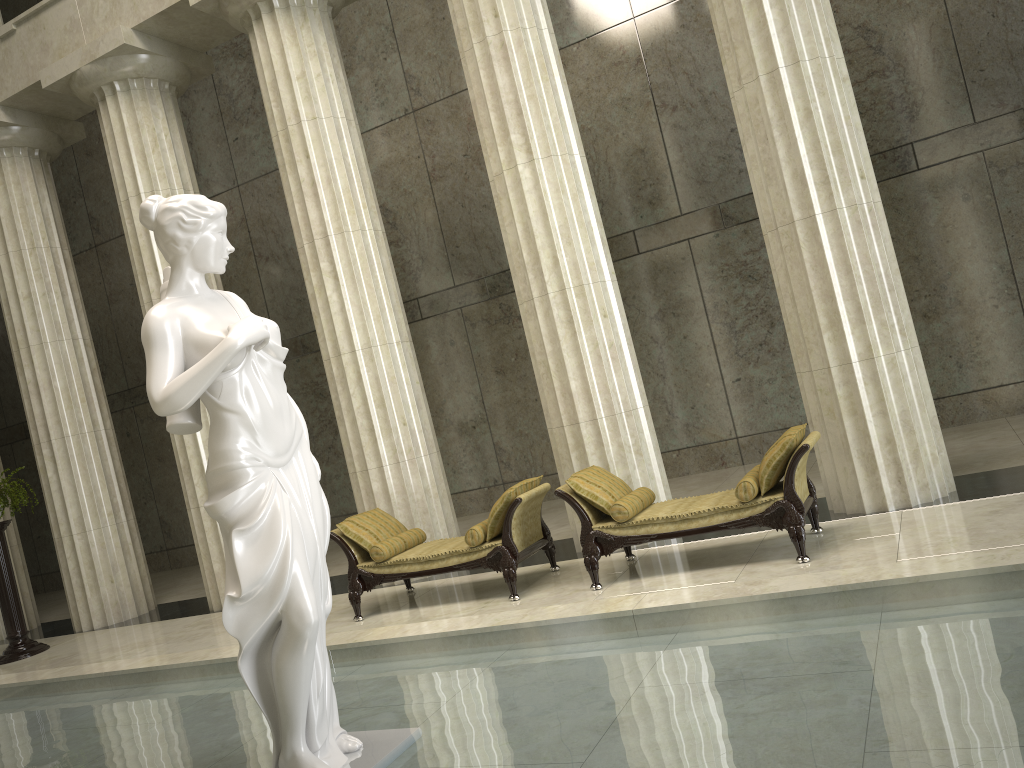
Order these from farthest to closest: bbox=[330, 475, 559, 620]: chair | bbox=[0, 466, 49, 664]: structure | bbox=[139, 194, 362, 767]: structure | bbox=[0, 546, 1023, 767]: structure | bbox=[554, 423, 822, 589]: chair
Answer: bbox=[0, 466, 49, 664]: structure < bbox=[330, 475, 559, 620]: chair < bbox=[554, 423, 822, 589]: chair < bbox=[139, 194, 362, 767]: structure < bbox=[0, 546, 1023, 767]: structure

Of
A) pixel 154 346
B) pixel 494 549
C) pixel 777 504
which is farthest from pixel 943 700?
pixel 494 549

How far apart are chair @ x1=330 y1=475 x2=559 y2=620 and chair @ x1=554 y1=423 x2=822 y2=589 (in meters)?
0.36

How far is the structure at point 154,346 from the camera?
4.0m

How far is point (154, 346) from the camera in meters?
4.0 m

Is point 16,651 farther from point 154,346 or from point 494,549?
point 154,346

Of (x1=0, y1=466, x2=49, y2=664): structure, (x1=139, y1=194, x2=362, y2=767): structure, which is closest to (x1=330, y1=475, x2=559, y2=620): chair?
(x1=139, y1=194, x2=362, y2=767): structure

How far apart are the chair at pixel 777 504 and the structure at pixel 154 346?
3.2 meters

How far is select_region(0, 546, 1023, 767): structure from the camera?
3.40m

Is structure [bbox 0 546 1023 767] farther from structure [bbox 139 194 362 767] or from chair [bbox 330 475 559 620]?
chair [bbox 330 475 559 620]
